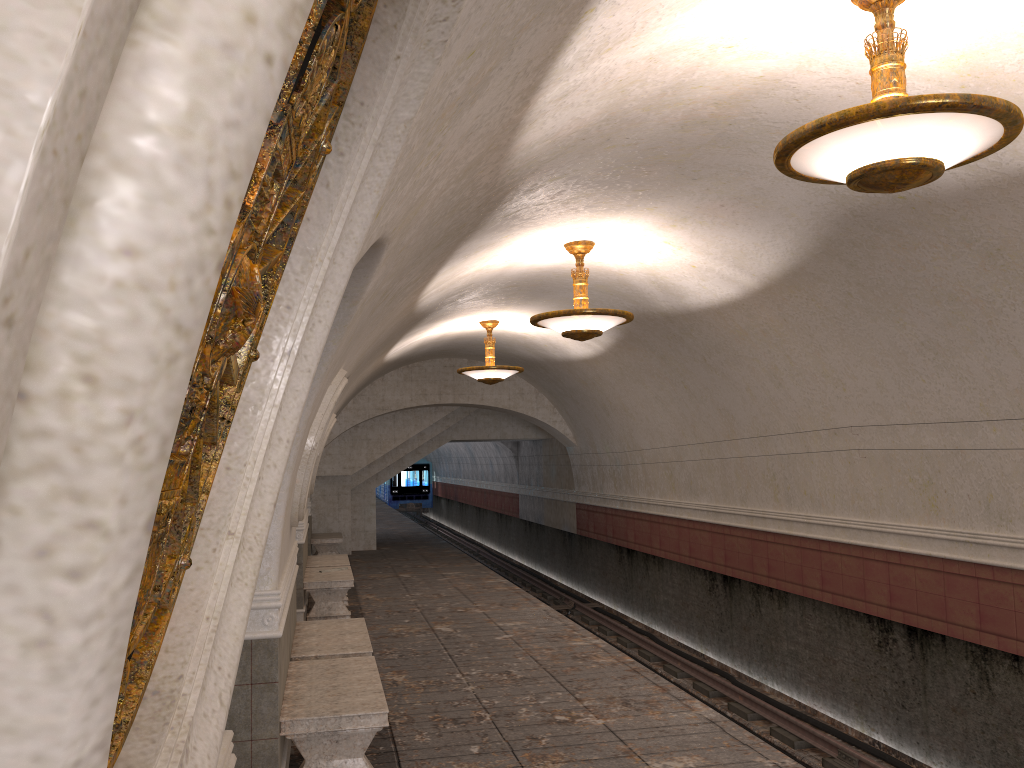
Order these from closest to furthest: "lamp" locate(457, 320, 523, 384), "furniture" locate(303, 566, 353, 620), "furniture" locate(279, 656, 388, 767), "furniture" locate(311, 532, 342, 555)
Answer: "furniture" locate(279, 656, 388, 767) < "furniture" locate(303, 566, 353, 620) < "lamp" locate(457, 320, 523, 384) < "furniture" locate(311, 532, 342, 555)

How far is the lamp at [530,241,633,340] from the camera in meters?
8.2 m

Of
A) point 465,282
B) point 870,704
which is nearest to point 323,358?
point 465,282

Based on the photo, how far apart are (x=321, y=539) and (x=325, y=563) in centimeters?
434cm

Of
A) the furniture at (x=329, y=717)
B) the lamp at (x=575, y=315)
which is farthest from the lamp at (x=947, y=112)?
the lamp at (x=575, y=315)

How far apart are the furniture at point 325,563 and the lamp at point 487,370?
3.2 meters

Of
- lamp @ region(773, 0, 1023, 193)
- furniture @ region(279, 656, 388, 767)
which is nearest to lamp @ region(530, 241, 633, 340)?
furniture @ region(279, 656, 388, 767)

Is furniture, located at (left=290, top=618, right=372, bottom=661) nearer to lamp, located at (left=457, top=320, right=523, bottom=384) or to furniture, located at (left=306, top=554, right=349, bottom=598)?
furniture, located at (left=306, top=554, right=349, bottom=598)

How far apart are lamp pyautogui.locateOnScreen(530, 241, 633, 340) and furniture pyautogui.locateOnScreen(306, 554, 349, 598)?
5.8 meters

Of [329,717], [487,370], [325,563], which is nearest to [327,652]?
[329,717]
